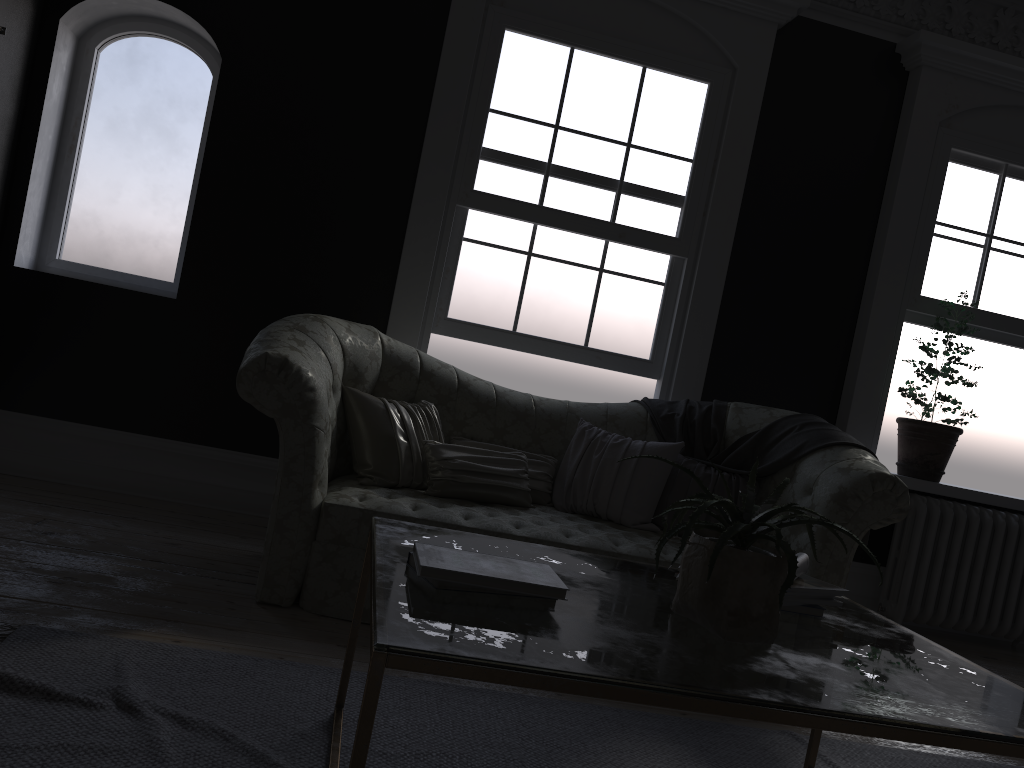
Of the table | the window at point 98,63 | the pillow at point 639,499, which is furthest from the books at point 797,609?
the window at point 98,63

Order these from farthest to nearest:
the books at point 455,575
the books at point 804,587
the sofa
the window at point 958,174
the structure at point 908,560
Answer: the window at point 958,174
the structure at point 908,560
the sofa
the books at point 804,587
the books at point 455,575

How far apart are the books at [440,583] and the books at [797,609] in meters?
0.9 m

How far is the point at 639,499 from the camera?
4.08m

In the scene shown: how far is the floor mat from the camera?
2.1 meters

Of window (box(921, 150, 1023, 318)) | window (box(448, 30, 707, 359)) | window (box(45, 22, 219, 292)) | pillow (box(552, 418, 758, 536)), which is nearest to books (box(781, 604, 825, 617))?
pillow (box(552, 418, 758, 536))

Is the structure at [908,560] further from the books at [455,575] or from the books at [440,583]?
the books at [440,583]

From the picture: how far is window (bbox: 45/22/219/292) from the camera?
5.0m

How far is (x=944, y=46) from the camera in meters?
5.2

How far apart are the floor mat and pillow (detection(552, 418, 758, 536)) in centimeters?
119cm
